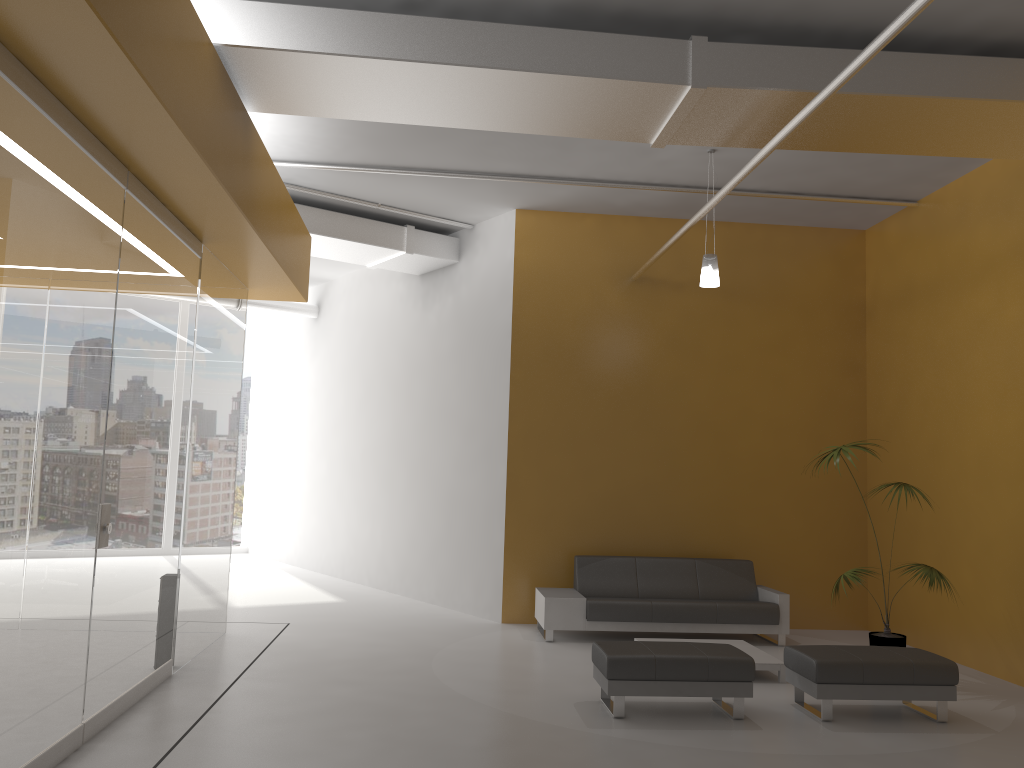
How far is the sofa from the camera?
8.4 meters

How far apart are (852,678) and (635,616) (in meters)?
2.75

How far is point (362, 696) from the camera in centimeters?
617cm

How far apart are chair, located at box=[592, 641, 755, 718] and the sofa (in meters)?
2.09

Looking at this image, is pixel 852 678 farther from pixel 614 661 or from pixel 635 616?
pixel 635 616

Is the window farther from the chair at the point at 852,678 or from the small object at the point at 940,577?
the chair at the point at 852,678

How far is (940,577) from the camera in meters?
7.0

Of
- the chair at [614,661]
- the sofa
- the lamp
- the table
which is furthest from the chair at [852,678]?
the lamp

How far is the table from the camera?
7.0 meters

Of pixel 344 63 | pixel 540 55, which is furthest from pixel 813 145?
pixel 344 63
